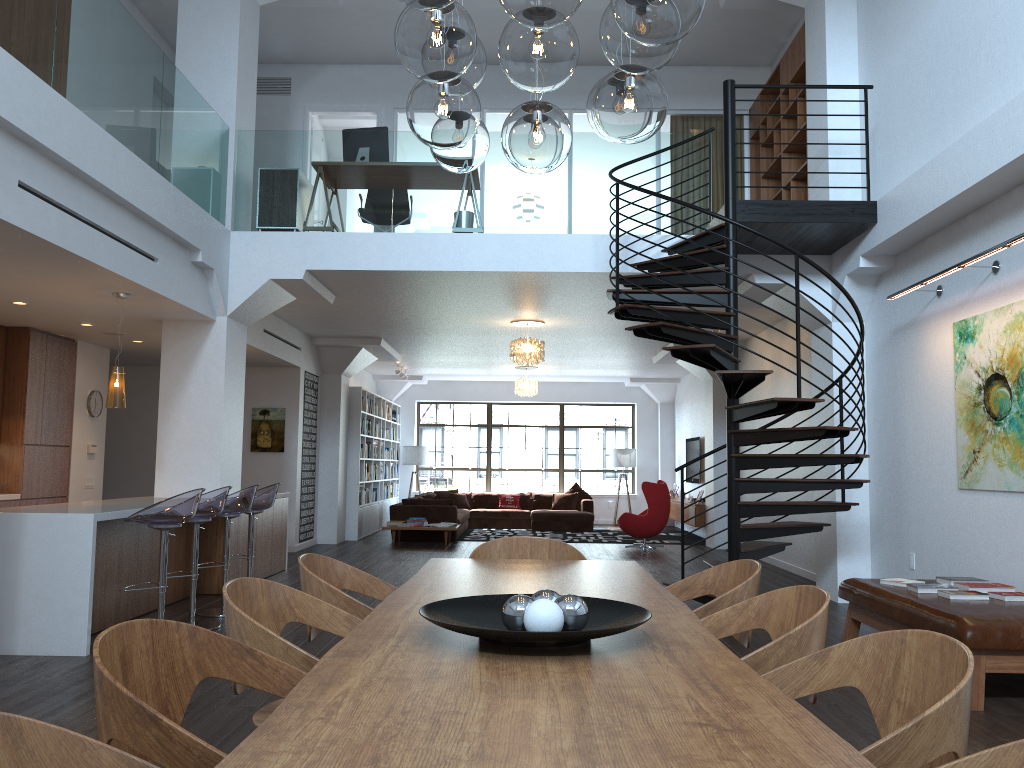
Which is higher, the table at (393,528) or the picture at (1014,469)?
the picture at (1014,469)

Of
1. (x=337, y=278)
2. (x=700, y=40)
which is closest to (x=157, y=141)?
(x=337, y=278)

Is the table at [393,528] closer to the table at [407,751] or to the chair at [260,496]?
the chair at [260,496]

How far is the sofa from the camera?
13.9m

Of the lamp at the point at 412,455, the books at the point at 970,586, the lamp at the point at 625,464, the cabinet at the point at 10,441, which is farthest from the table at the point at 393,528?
the books at the point at 970,586

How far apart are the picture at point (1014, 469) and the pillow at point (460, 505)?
11.91m

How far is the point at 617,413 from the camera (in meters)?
19.20

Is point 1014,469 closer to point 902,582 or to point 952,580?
point 952,580

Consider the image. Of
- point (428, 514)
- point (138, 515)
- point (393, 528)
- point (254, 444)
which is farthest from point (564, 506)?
point (138, 515)

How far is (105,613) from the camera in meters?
6.2
